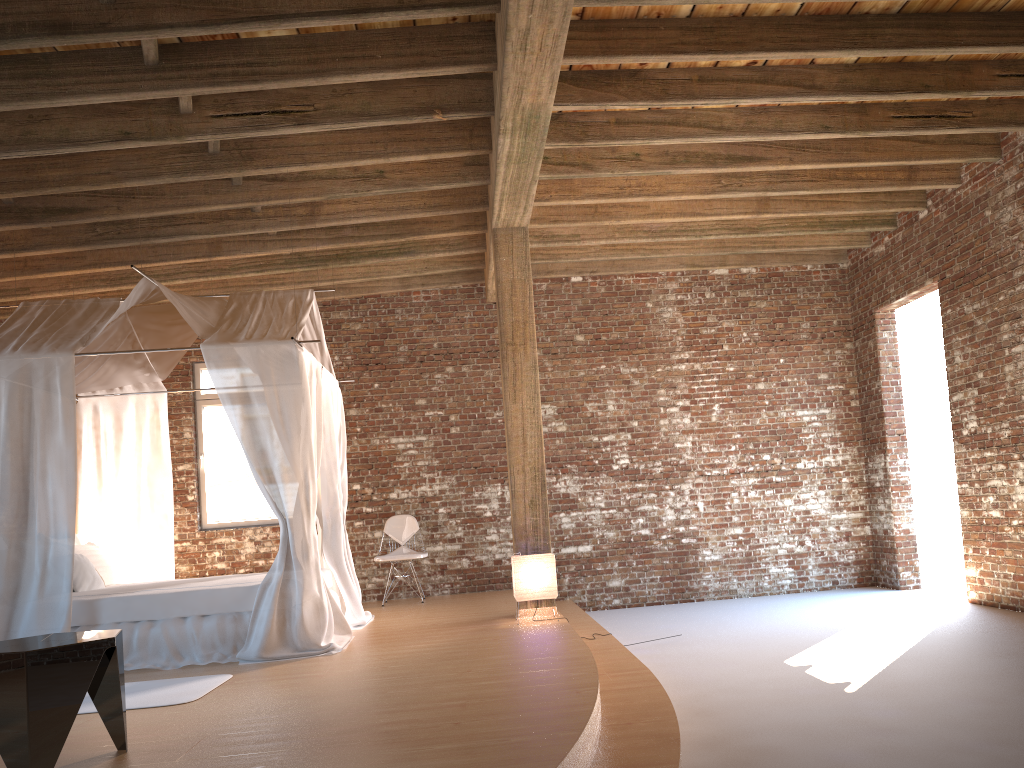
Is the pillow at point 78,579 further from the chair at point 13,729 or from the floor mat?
the chair at point 13,729

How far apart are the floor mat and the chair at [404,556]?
3.7m

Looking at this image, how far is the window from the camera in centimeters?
945cm

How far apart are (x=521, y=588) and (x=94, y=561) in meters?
3.5

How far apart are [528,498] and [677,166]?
2.9 meters

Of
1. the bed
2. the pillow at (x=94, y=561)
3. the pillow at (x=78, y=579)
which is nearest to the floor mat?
the bed

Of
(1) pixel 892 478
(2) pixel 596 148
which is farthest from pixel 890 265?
(2) pixel 596 148

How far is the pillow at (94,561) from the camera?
7.12m

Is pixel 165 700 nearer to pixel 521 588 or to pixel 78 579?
pixel 78 579

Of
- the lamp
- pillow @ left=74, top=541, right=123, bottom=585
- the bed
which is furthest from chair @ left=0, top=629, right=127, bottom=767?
pillow @ left=74, top=541, right=123, bottom=585
